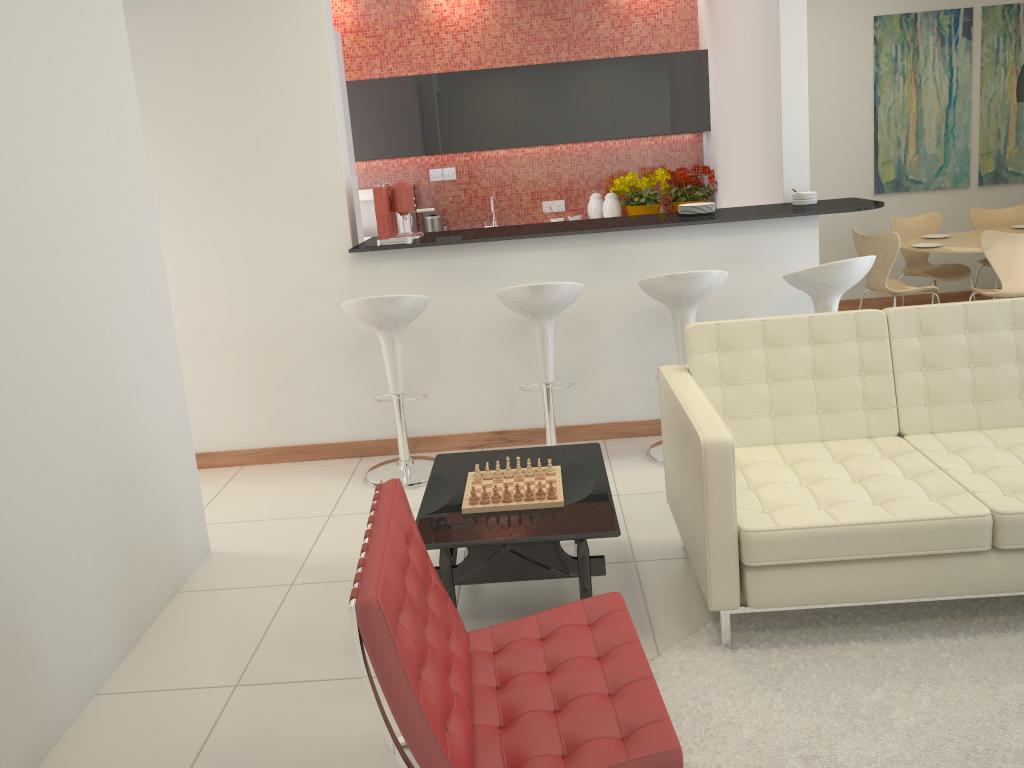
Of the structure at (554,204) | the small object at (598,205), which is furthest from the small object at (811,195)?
the structure at (554,204)

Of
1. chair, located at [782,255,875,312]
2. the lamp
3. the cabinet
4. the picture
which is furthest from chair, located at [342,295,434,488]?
the picture

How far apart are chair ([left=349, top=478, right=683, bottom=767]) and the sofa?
0.4m

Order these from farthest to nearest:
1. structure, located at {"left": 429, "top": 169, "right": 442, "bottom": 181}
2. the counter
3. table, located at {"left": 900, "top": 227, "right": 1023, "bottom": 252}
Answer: structure, located at {"left": 429, "top": 169, "right": 442, "bottom": 181}, table, located at {"left": 900, "top": 227, "right": 1023, "bottom": 252}, the counter

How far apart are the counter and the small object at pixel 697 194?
2.09m

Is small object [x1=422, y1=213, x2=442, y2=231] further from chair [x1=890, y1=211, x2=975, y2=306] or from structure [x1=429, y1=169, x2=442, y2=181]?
chair [x1=890, y1=211, x2=975, y2=306]

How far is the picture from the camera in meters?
7.4 m

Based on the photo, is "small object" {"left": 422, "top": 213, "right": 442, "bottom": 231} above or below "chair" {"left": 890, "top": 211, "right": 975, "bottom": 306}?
above

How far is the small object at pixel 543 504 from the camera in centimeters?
314cm

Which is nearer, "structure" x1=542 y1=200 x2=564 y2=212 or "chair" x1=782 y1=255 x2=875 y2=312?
"chair" x1=782 y1=255 x2=875 y2=312
